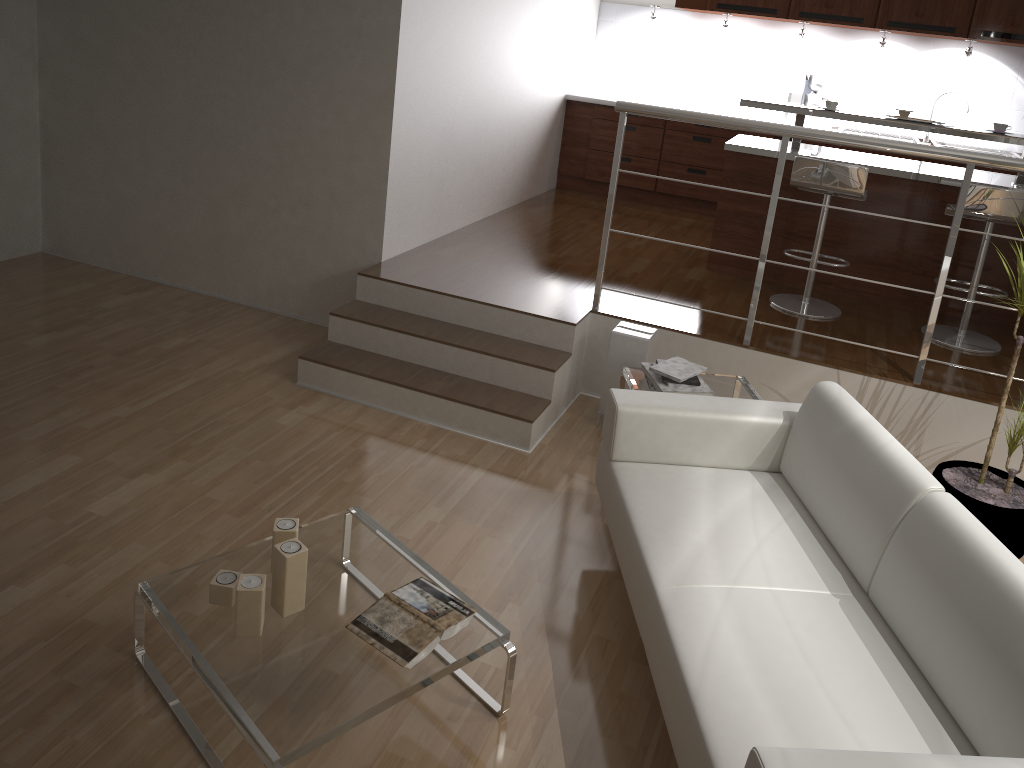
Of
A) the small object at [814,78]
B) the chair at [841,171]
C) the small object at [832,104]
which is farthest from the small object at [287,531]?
the small object at [814,78]

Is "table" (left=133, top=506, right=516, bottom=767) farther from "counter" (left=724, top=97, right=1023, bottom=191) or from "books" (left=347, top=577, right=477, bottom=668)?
"counter" (left=724, top=97, right=1023, bottom=191)

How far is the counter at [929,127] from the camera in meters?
4.6

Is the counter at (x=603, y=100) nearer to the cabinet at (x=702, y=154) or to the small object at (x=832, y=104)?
the cabinet at (x=702, y=154)

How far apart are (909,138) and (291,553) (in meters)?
5.79

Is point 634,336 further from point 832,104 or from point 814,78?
point 814,78

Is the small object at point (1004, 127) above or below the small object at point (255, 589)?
above

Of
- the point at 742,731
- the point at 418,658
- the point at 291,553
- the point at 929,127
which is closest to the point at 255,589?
the point at 291,553

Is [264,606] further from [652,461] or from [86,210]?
[86,210]

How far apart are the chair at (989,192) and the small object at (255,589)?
3.7m
